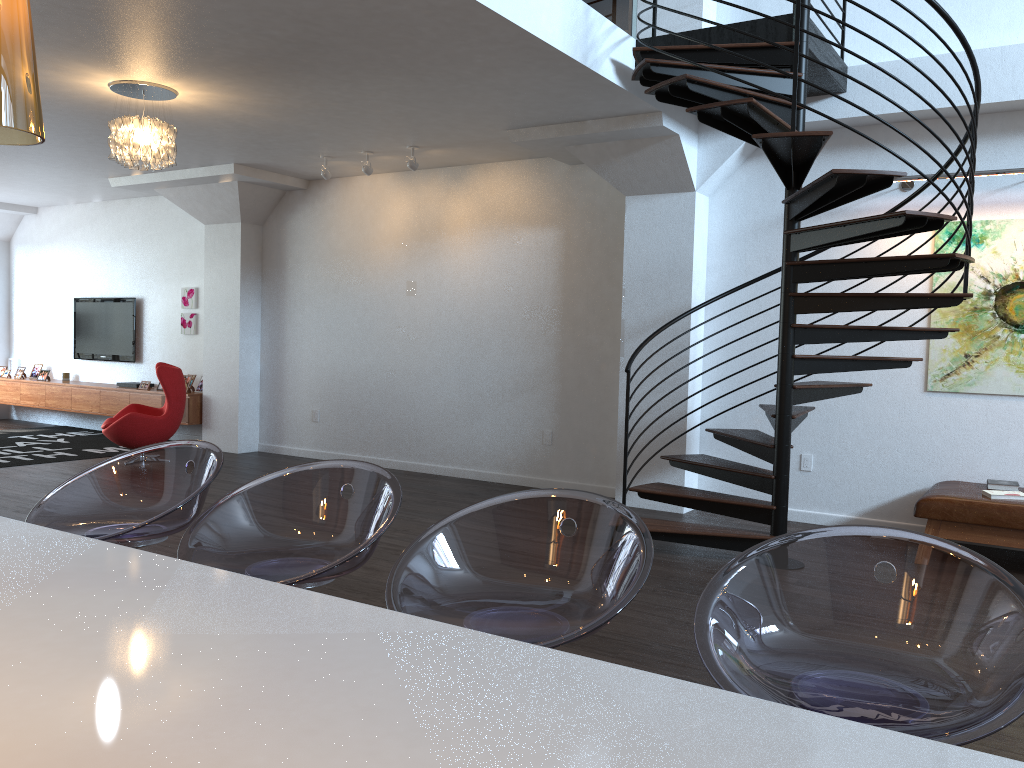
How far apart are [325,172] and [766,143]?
4.8 meters

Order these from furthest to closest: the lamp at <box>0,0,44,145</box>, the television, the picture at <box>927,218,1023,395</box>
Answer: the television, the picture at <box>927,218,1023,395</box>, the lamp at <box>0,0,44,145</box>

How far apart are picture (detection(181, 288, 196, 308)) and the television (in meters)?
0.94

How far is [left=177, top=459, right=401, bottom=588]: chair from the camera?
2.05m

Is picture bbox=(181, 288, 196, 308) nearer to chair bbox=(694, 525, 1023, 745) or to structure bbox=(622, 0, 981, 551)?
structure bbox=(622, 0, 981, 551)

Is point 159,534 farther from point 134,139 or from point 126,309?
point 126,309

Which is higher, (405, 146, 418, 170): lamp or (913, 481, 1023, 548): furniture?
(405, 146, 418, 170): lamp

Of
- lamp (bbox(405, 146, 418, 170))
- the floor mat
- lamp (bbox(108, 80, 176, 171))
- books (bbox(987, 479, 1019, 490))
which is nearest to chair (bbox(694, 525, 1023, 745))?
books (bbox(987, 479, 1019, 490))

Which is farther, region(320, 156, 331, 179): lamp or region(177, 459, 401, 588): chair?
region(320, 156, 331, 179): lamp

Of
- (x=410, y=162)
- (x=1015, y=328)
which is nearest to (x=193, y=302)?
(x=410, y=162)
